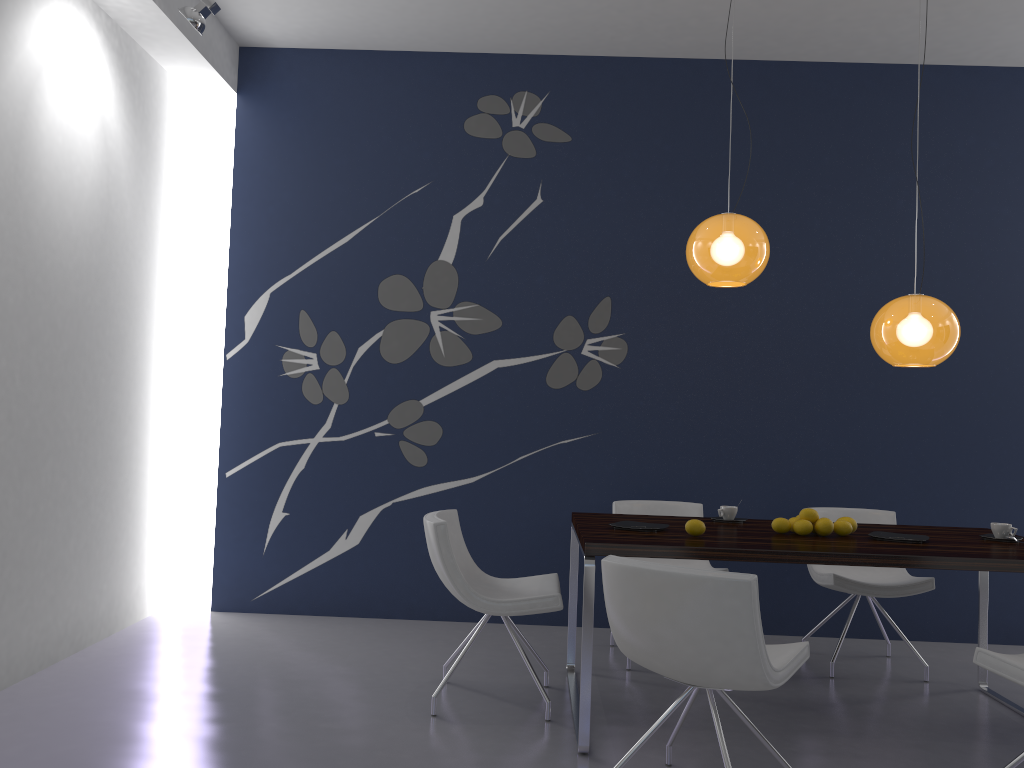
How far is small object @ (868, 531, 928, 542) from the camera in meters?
3.6 m

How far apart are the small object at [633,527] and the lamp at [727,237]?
1.1m

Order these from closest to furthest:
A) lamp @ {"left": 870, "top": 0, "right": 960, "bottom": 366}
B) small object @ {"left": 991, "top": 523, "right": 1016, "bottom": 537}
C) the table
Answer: the table < lamp @ {"left": 870, "top": 0, "right": 960, "bottom": 366} < small object @ {"left": 991, "top": 523, "right": 1016, "bottom": 537}

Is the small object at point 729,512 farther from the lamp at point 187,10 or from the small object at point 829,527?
the lamp at point 187,10

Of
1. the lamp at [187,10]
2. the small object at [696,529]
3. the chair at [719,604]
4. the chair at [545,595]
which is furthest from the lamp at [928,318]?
the lamp at [187,10]

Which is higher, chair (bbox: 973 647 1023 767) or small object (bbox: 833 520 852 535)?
small object (bbox: 833 520 852 535)

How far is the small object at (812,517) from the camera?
3.8 meters

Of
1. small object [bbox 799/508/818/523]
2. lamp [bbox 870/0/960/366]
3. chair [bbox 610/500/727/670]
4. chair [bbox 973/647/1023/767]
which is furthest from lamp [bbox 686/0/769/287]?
chair [bbox 973/647/1023/767]

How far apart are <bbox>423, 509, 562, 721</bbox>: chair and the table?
0.23m

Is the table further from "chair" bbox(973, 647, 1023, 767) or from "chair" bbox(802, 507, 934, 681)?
"chair" bbox(973, 647, 1023, 767)
